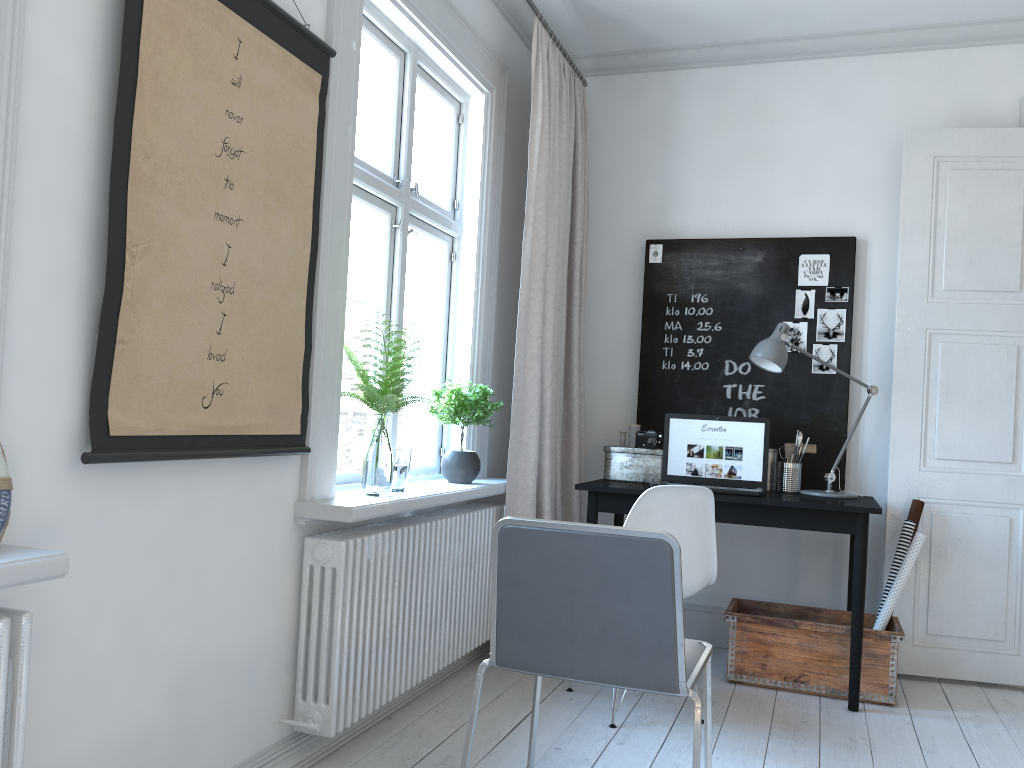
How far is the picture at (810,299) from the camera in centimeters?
403cm

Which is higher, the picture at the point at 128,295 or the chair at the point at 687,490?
the picture at the point at 128,295

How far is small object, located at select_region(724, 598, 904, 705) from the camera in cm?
336

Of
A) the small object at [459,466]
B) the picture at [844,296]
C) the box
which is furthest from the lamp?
the small object at [459,466]

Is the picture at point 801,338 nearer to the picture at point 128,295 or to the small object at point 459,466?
the small object at point 459,466

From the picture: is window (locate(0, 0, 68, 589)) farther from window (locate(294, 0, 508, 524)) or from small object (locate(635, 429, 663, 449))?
small object (locate(635, 429, 663, 449))

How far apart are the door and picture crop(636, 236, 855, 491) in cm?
22

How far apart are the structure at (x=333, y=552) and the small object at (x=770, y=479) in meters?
1.2

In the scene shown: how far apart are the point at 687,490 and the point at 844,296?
1.57m

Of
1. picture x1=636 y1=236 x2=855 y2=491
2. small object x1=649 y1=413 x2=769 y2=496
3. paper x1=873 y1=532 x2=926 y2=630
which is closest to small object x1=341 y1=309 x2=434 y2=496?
small object x1=649 y1=413 x2=769 y2=496
